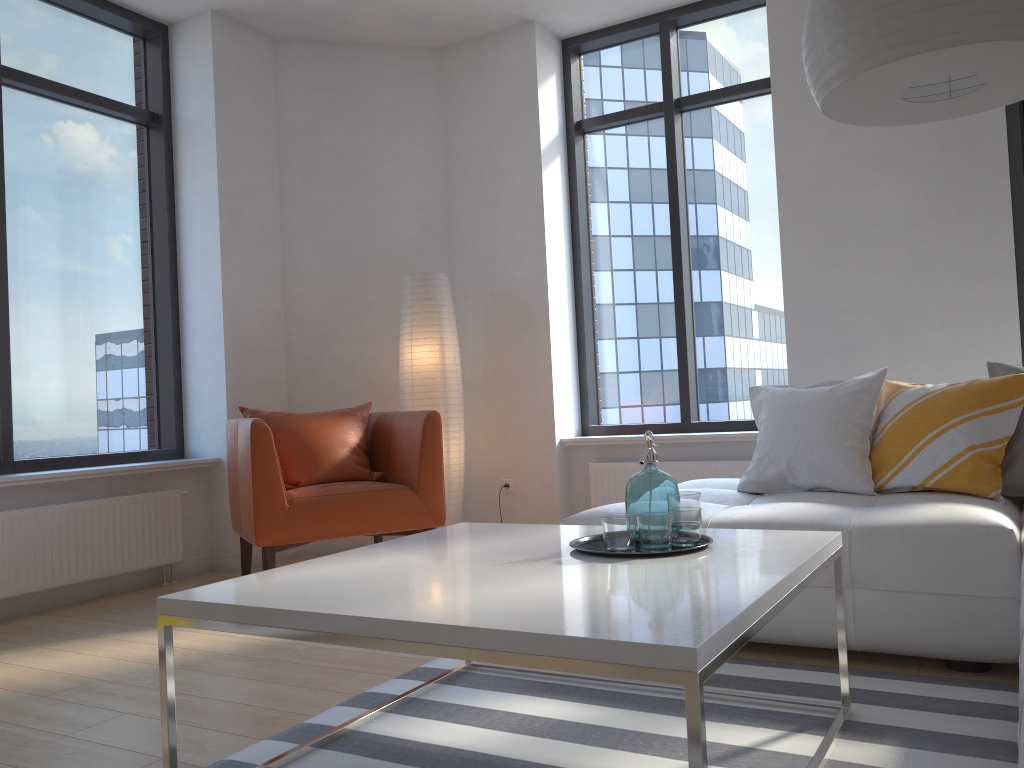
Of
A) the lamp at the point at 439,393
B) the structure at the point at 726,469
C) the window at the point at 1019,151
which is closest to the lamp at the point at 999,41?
the window at the point at 1019,151

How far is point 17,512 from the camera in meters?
3.7 m

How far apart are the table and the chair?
1.37m

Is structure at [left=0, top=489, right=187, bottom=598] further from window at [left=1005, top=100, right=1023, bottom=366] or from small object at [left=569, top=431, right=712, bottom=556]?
window at [left=1005, top=100, right=1023, bottom=366]

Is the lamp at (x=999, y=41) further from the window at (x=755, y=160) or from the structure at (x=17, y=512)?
the structure at (x=17, y=512)

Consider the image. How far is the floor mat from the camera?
1.9 meters

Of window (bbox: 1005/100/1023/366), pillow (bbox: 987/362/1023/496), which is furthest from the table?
window (bbox: 1005/100/1023/366)

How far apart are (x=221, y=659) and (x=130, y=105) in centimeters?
320cm

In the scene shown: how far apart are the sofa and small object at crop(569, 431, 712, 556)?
0.60m

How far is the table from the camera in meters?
1.3
